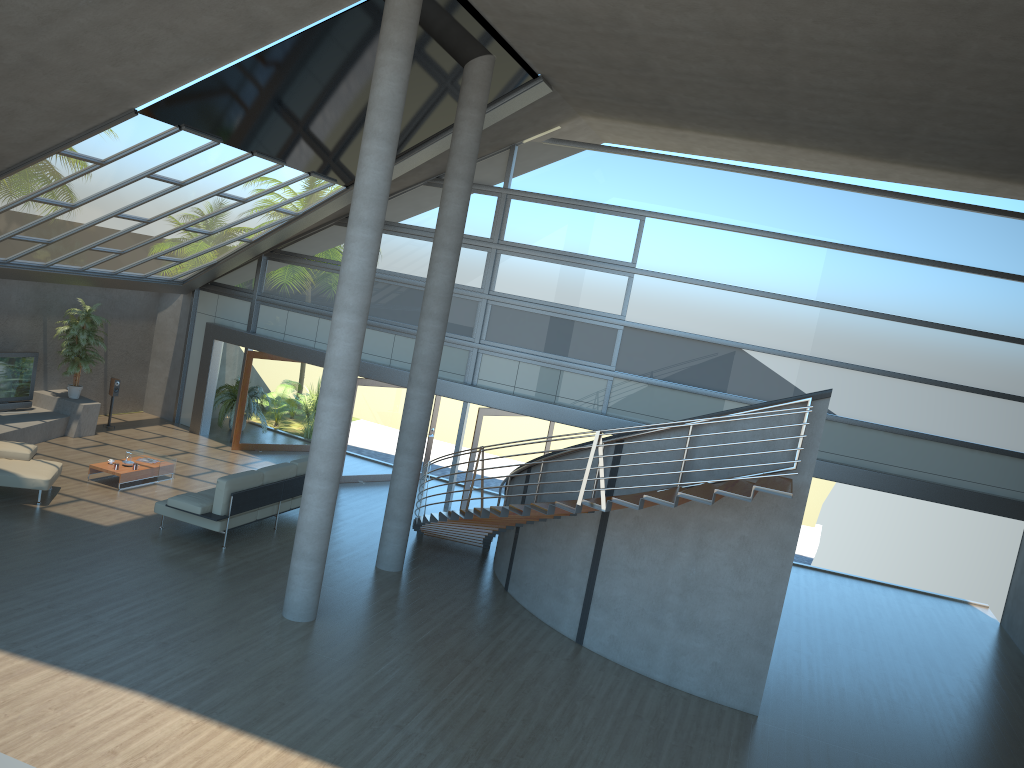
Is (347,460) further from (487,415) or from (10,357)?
(10,357)

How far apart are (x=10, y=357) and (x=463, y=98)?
9.4m

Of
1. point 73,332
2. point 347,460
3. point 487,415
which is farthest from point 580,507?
point 73,332

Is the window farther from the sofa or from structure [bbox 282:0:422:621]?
structure [bbox 282:0:422:621]

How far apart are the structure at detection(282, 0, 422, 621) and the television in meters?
8.5

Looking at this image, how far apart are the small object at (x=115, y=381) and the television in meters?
1.6

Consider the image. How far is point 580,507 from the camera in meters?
9.3

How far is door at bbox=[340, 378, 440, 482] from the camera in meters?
16.3 m

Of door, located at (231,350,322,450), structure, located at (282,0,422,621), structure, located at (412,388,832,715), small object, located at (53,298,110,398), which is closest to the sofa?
structure, located at (412,388,832,715)

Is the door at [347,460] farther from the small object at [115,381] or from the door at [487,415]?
the small object at [115,381]
